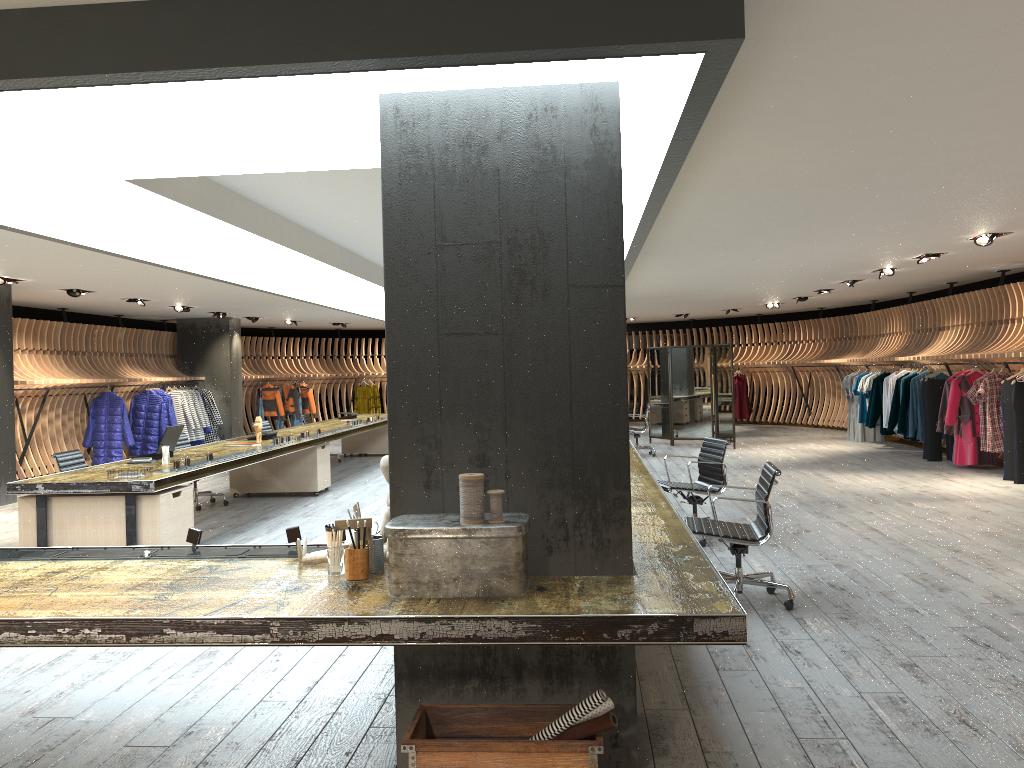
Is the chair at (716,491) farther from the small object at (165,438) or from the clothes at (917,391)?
the clothes at (917,391)

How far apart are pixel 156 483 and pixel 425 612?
5.1 meters

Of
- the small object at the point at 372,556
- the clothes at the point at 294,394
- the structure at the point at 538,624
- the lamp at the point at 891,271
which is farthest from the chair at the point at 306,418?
the small object at the point at 372,556

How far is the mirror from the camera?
16.21m

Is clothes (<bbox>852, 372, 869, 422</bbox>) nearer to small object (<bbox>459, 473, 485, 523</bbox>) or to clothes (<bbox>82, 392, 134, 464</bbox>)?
clothes (<bbox>82, 392, 134, 464</bbox>)

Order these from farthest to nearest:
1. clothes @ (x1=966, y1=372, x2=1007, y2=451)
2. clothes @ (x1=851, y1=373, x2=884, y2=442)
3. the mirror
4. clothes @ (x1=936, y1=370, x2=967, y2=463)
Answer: clothes @ (x1=851, y1=373, x2=884, y2=442) < the mirror < clothes @ (x1=936, y1=370, x2=967, y2=463) < clothes @ (x1=966, y1=372, x2=1007, y2=451)

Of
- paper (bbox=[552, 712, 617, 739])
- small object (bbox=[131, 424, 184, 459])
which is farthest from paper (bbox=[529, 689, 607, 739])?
small object (bbox=[131, 424, 184, 459])

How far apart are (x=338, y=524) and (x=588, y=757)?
1.21m

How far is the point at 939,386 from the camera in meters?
13.1 m

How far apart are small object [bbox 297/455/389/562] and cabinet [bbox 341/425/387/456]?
12.72m
